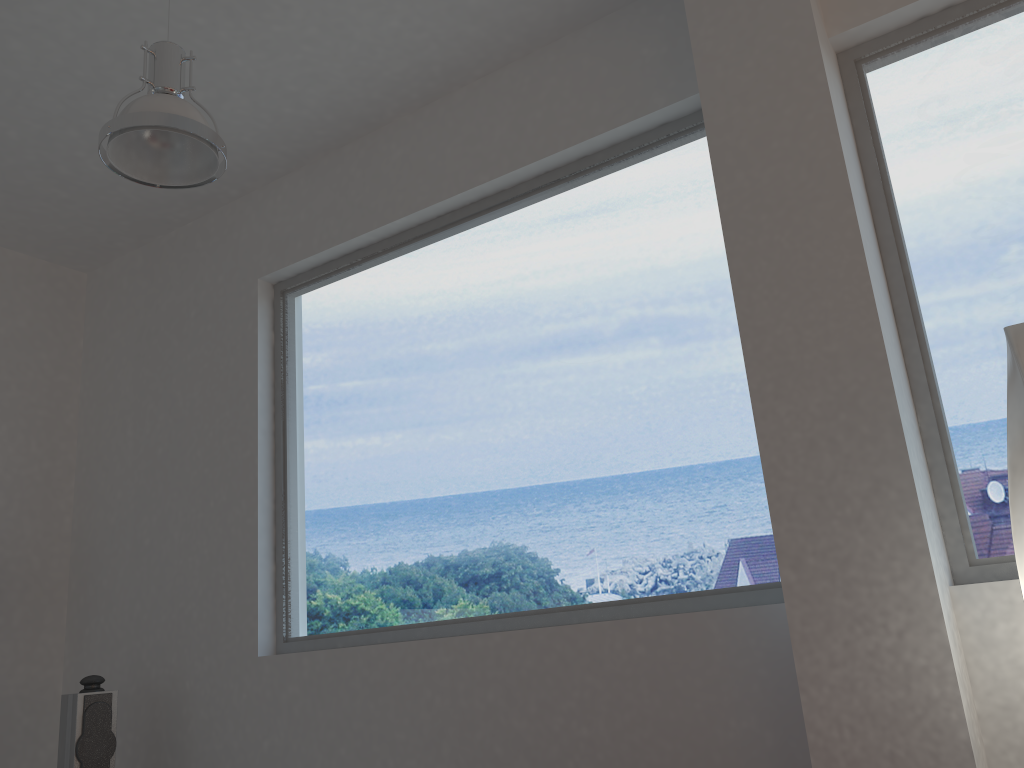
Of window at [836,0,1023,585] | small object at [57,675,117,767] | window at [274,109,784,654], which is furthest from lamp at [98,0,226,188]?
small object at [57,675,117,767]

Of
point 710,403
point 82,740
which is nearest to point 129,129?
point 710,403

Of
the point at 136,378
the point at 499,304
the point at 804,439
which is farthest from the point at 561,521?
the point at 136,378

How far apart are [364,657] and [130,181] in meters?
2.6 m

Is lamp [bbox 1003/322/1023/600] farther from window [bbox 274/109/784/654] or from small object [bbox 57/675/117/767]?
small object [bbox 57/675/117/767]

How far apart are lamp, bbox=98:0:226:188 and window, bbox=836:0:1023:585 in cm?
207

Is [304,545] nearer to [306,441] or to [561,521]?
[306,441]

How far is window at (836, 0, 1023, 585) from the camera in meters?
2.6 m

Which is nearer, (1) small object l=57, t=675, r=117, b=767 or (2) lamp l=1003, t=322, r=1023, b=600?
(2) lamp l=1003, t=322, r=1023, b=600

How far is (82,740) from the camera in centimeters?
373cm
